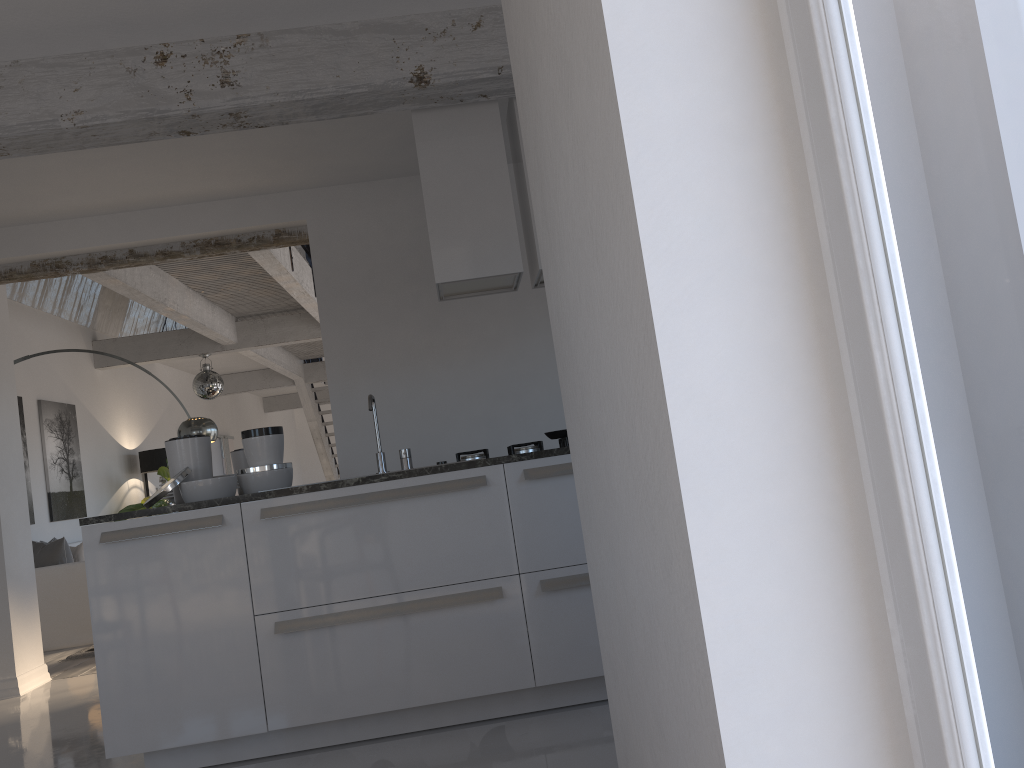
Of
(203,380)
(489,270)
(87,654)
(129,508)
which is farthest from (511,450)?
(129,508)

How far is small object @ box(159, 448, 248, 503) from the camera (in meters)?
4.31

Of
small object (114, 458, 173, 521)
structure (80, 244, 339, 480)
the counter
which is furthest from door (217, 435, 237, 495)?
the counter

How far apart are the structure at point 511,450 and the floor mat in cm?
415

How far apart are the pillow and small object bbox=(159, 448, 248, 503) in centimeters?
382cm

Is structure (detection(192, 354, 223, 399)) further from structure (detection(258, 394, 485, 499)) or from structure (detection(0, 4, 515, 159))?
structure (detection(258, 394, 485, 499))

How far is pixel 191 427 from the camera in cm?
720

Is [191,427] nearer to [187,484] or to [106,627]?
[187,484]

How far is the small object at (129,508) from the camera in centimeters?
985cm

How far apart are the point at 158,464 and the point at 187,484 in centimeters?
739cm
